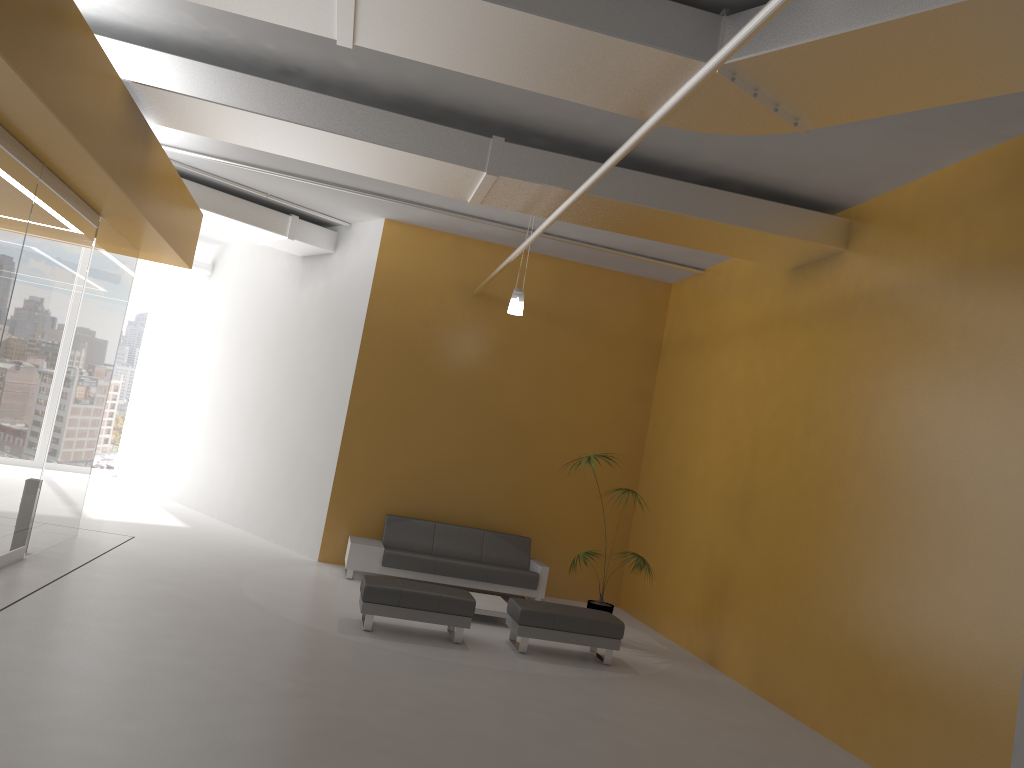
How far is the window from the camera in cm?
1717

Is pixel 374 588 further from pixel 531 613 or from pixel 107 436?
pixel 107 436

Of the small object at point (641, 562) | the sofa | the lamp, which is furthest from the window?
the small object at point (641, 562)

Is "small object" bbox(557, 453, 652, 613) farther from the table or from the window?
the window

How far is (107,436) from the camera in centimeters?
1717cm

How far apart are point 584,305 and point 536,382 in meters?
1.3 m

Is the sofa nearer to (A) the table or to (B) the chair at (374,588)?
(A) the table

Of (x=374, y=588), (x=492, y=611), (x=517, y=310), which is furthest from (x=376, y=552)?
(x=517, y=310)

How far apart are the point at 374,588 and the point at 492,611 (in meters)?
1.74

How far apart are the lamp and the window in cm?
1068
